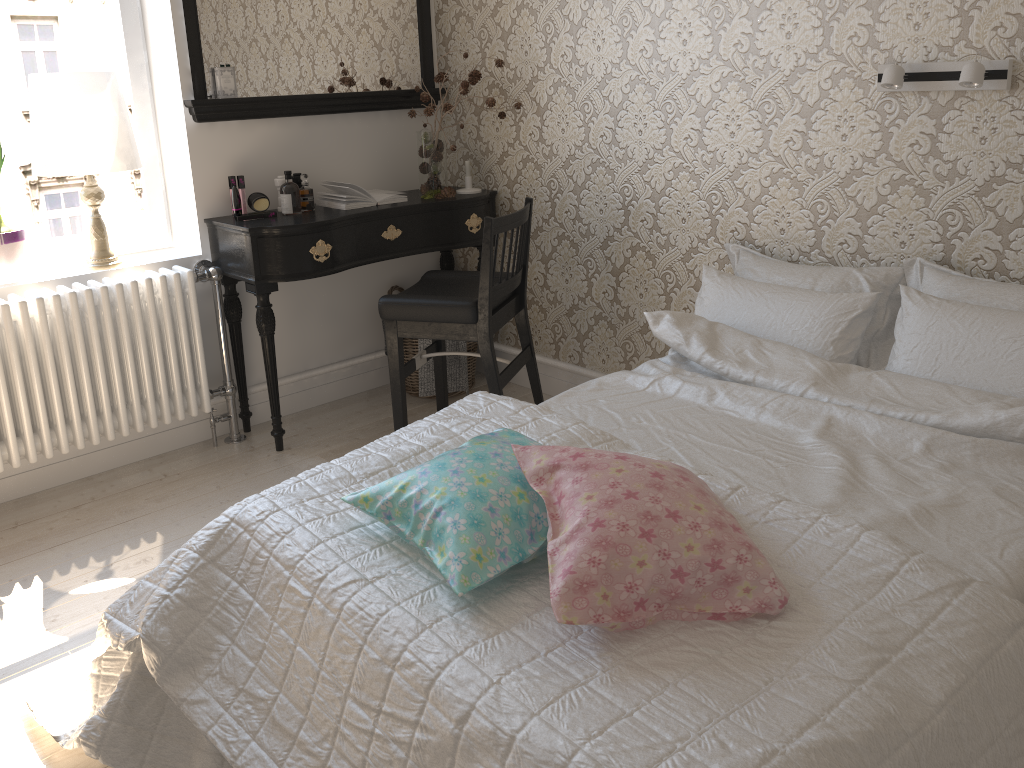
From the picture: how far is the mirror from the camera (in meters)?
3.03

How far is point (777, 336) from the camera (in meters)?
2.37

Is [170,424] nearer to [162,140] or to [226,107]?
[162,140]

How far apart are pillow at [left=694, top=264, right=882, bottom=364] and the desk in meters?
1.1 m

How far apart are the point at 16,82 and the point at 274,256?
1.00m

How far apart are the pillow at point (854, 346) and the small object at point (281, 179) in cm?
158

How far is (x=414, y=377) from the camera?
3.66m

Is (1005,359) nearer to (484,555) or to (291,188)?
(484,555)

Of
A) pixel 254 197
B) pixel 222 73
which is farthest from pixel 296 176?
pixel 222 73

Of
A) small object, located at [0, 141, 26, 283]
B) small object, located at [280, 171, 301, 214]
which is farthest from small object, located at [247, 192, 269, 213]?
small object, located at [0, 141, 26, 283]
